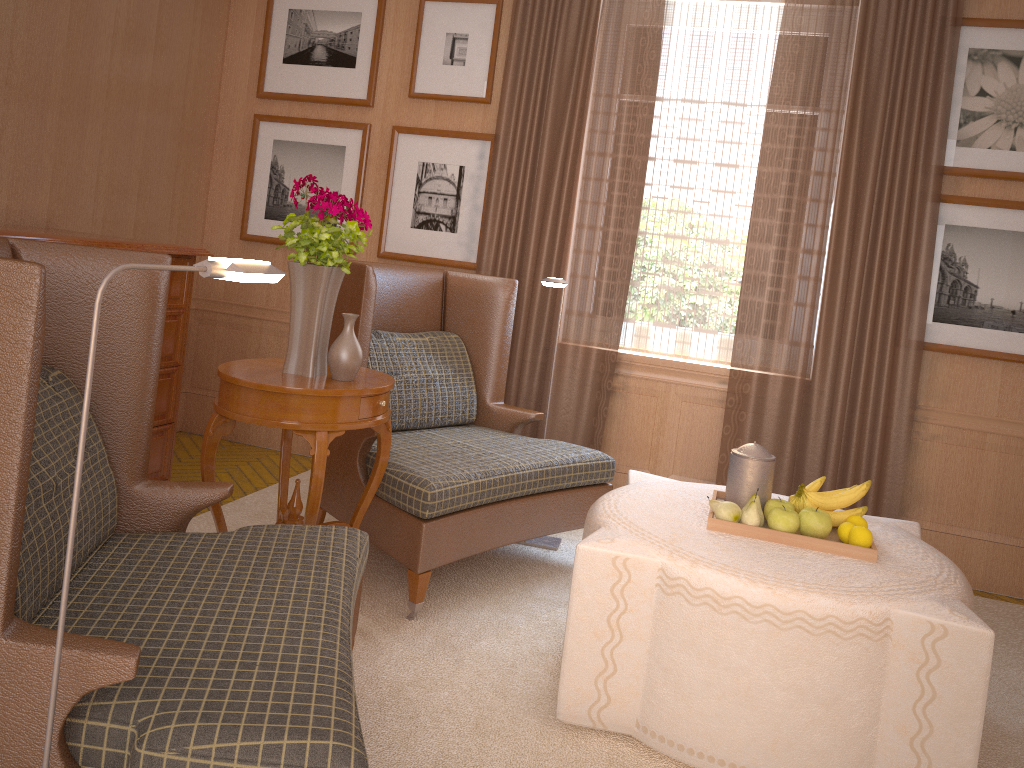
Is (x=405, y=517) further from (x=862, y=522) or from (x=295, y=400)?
(x=862, y=522)

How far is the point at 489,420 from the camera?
6.86m

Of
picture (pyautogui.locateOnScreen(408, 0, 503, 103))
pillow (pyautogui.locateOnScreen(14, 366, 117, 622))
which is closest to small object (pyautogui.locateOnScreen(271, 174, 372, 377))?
pillow (pyautogui.locateOnScreen(14, 366, 117, 622))

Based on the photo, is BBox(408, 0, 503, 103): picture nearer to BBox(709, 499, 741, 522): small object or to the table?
the table

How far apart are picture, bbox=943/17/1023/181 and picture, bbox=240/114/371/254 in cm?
494

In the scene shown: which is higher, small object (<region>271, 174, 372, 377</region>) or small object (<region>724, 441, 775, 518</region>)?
small object (<region>271, 174, 372, 377</region>)

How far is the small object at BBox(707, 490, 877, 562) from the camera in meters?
4.3 m

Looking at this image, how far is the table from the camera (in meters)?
4.40

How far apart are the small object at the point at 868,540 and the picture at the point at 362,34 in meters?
5.8 m

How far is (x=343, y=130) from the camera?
8.2m
